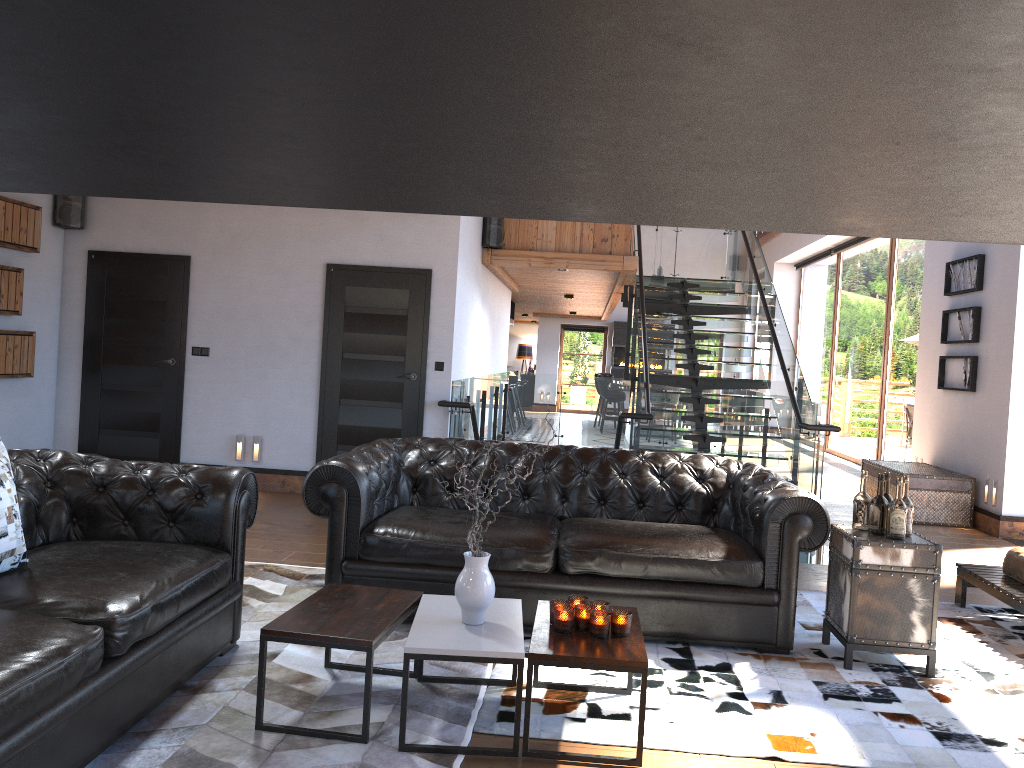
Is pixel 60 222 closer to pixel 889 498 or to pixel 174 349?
pixel 174 349

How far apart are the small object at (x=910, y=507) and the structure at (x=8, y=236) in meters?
6.7 m

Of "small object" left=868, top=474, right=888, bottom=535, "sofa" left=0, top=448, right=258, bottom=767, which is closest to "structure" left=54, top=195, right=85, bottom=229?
"sofa" left=0, top=448, right=258, bottom=767

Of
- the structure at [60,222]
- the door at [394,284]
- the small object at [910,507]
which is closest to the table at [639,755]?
the small object at [910,507]

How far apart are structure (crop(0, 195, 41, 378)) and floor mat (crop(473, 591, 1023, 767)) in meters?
5.5

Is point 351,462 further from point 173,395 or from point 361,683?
point 173,395

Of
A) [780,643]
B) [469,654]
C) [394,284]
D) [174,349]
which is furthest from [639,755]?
[174,349]

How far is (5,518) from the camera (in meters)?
3.02

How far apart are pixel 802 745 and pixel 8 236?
6.9 meters

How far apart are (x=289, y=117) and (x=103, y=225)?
8.7 meters
